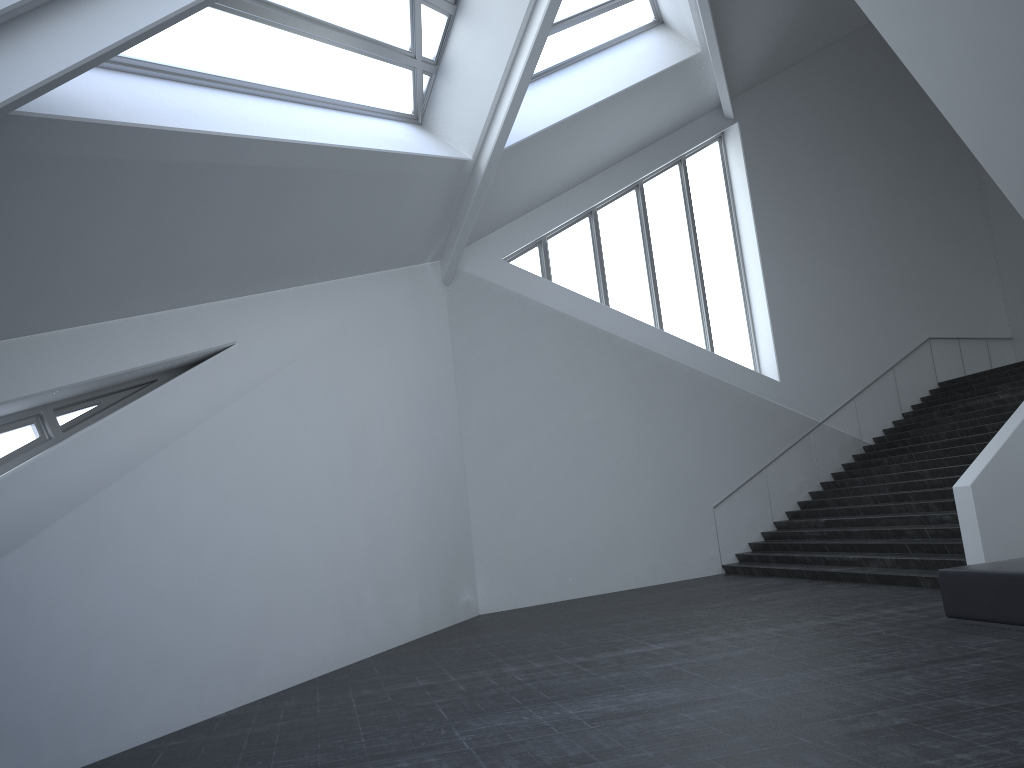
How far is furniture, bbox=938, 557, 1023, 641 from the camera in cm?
736

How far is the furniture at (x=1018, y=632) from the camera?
7.36m

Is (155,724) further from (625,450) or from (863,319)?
(863,319)
